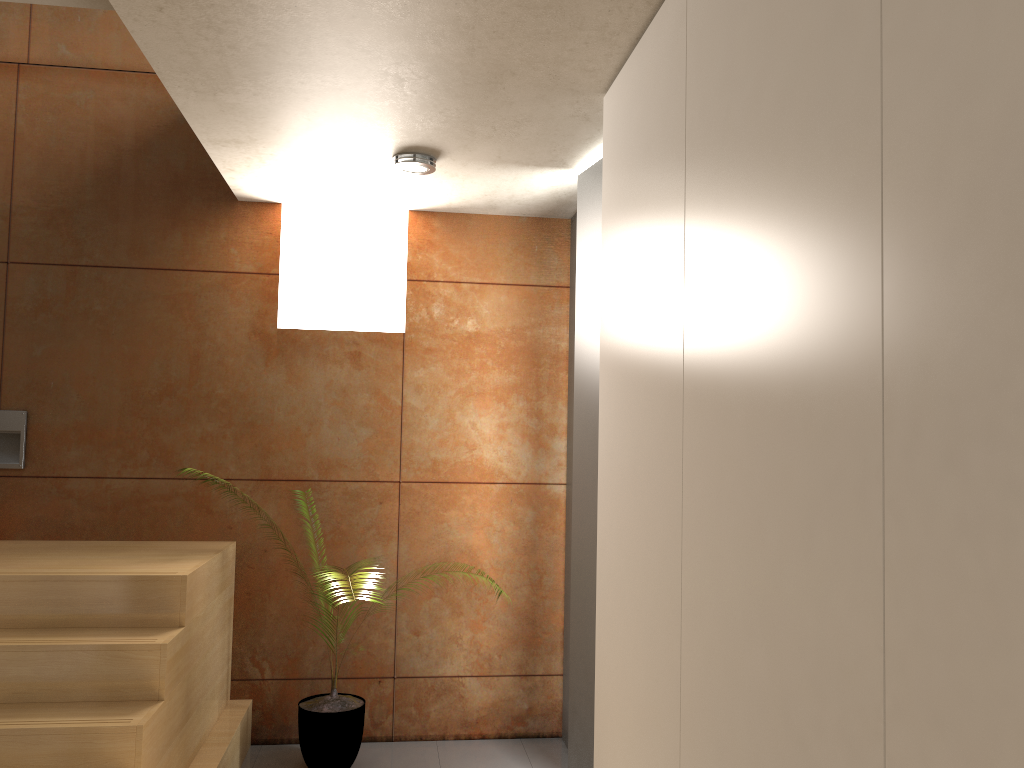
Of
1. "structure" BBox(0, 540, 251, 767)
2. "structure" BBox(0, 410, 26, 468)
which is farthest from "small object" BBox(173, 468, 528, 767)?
"structure" BBox(0, 410, 26, 468)

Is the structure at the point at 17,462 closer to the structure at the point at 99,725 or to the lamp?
the structure at the point at 99,725

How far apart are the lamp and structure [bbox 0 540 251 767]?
1.7 meters

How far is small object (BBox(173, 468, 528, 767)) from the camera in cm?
369

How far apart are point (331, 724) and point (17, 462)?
1.8m

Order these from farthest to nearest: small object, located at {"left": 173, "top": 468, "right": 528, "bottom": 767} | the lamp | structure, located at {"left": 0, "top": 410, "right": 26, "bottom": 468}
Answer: structure, located at {"left": 0, "top": 410, "right": 26, "bottom": 468} < small object, located at {"left": 173, "top": 468, "right": 528, "bottom": 767} < the lamp

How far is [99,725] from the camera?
2.60m

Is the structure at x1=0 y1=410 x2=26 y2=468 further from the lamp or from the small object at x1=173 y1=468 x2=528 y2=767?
the lamp

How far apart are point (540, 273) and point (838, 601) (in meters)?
3.25

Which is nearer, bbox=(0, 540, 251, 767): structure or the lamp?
bbox=(0, 540, 251, 767): structure
